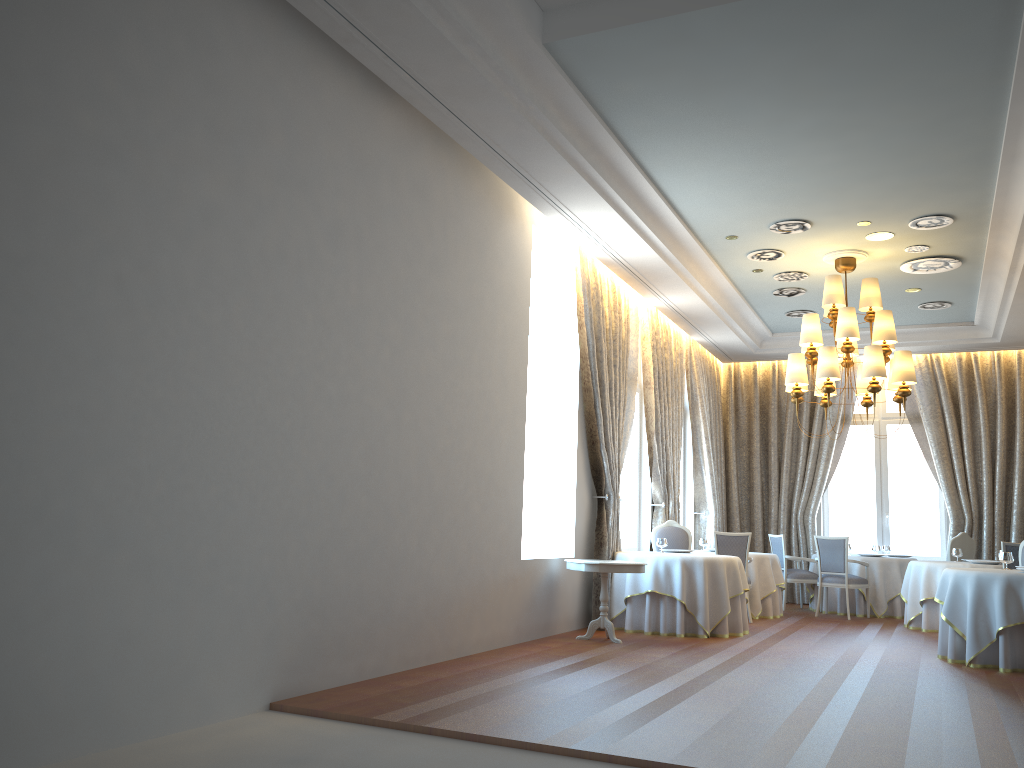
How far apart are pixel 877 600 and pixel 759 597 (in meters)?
2.10

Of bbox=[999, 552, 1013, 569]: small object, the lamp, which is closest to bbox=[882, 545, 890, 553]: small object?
the lamp

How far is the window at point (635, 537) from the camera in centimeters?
1210cm

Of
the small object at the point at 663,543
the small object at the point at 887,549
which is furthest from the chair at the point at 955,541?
the small object at the point at 663,543

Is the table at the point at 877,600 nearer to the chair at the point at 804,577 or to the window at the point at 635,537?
the chair at the point at 804,577

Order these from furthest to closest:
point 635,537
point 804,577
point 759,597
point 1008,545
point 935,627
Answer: point 804,577 < point 635,537 < point 759,597 < point 935,627 < point 1008,545

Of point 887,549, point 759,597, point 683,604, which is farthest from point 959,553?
point 683,604

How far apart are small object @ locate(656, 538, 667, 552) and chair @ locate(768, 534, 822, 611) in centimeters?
372cm

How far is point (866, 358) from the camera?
9.5m

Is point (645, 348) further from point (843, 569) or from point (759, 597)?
point (843, 569)
